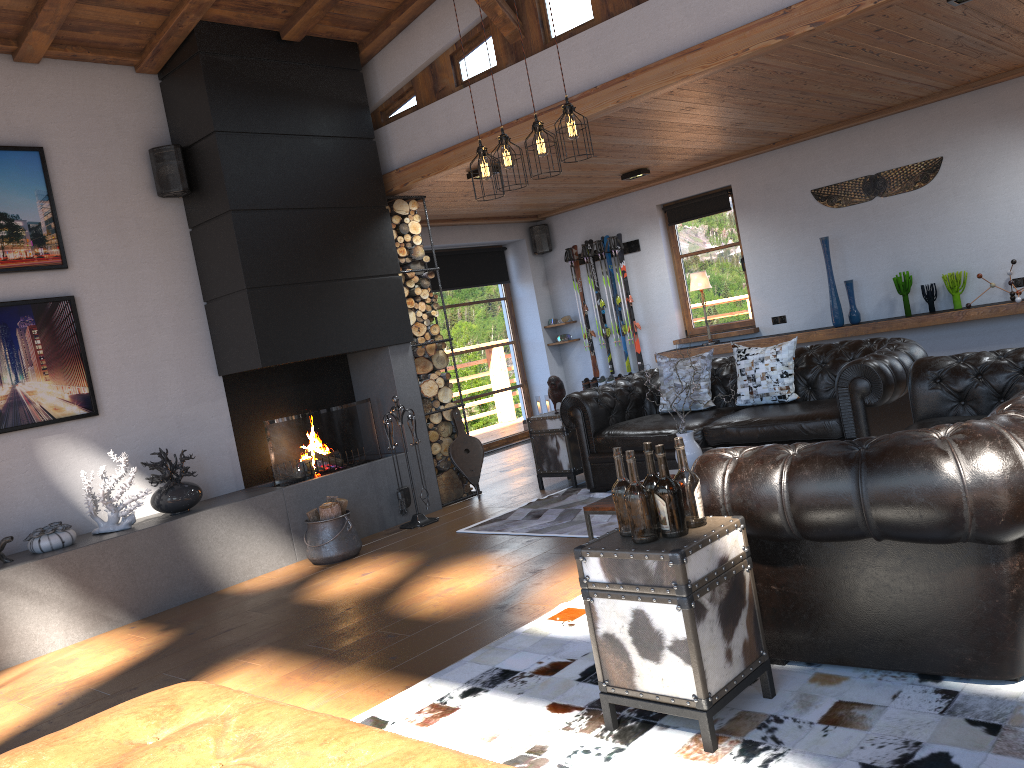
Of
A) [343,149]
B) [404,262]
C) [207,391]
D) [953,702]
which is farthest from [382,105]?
[953,702]

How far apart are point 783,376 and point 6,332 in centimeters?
513cm

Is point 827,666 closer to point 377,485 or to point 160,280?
point 377,485

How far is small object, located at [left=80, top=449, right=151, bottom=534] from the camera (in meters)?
5.60

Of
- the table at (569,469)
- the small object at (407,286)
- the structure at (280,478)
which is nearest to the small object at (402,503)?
the structure at (280,478)

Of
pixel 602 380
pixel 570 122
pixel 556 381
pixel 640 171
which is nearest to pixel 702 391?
pixel 556 381

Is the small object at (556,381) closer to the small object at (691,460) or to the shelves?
the small object at (691,460)

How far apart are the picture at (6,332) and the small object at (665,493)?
4.59m

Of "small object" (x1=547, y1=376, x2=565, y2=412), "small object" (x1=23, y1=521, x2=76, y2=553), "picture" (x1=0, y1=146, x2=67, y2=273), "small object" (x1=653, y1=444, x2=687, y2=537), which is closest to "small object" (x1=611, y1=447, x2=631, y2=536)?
"small object" (x1=653, y1=444, x2=687, y2=537)

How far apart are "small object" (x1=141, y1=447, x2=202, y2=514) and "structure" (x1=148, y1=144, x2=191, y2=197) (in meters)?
1.90
